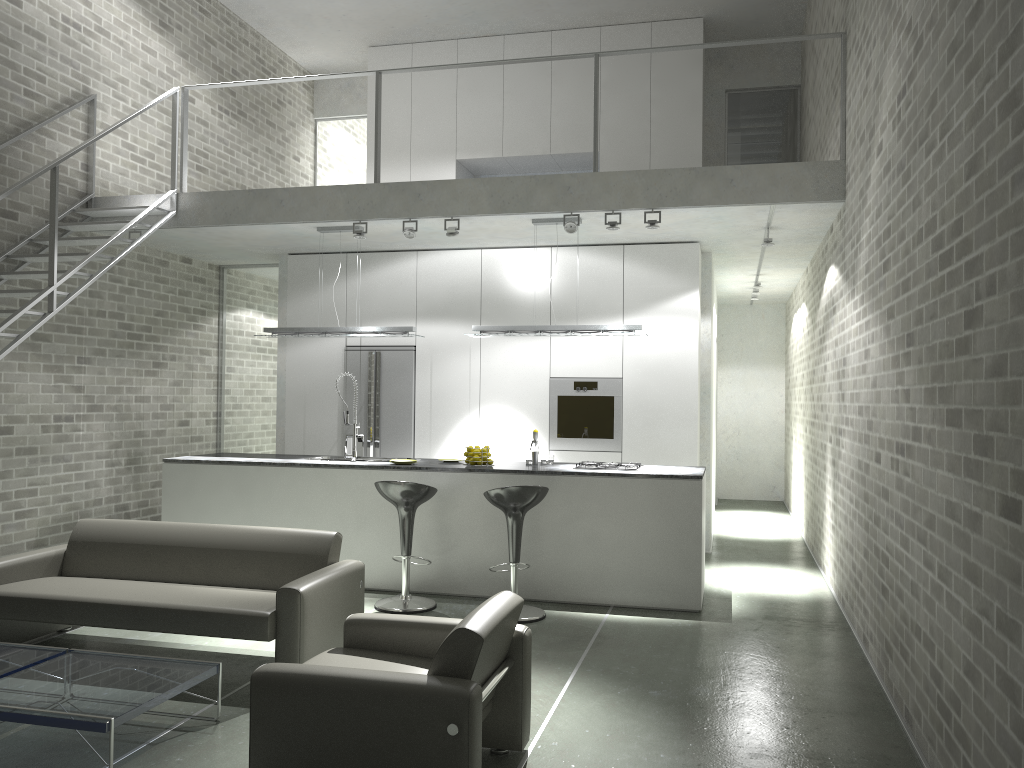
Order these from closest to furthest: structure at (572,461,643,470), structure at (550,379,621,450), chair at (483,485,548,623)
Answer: chair at (483,485,548,623)
structure at (572,461,643,470)
structure at (550,379,621,450)

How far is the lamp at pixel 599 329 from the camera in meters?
7.2

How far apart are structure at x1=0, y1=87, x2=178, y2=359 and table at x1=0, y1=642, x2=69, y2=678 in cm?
236

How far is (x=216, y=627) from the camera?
4.6 meters

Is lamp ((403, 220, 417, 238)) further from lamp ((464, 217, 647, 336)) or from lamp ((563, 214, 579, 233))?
lamp ((563, 214, 579, 233))

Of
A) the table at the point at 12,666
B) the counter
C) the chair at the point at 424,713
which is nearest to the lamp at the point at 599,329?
the counter

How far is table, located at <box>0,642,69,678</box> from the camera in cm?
407

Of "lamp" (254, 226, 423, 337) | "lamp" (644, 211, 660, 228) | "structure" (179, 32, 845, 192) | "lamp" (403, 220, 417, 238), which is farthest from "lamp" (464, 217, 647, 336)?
"structure" (179, 32, 845, 192)

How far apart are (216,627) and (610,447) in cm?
460

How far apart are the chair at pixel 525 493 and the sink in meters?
1.7
